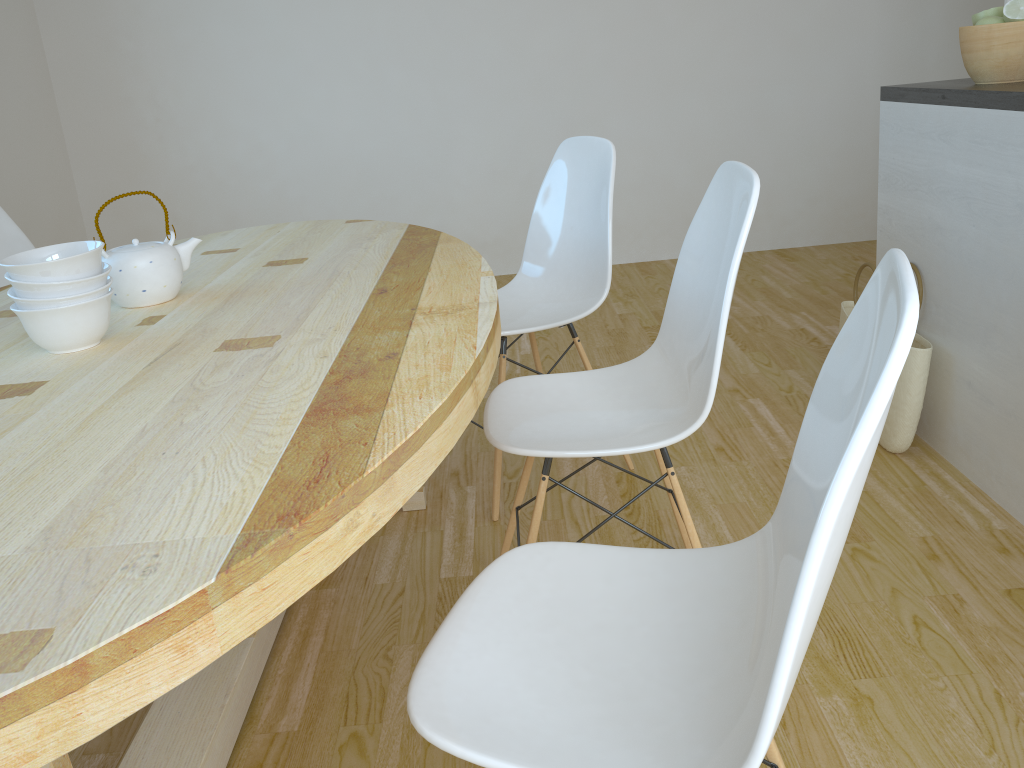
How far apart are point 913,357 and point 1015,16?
0.82m

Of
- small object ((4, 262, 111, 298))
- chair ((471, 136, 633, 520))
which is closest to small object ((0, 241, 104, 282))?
small object ((4, 262, 111, 298))

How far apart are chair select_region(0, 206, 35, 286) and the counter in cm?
247

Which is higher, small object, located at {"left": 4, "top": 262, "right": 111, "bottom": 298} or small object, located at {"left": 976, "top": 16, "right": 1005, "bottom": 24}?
small object, located at {"left": 976, "top": 16, "right": 1005, "bottom": 24}

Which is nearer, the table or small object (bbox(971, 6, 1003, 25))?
the table

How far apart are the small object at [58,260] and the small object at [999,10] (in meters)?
2.07

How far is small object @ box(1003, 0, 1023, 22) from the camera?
2.05m

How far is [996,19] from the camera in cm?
210

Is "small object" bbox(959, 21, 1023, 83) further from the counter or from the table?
the table

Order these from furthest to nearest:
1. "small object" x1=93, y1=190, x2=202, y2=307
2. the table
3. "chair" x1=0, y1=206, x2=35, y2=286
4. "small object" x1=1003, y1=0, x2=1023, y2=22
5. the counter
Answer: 1. "chair" x1=0, y1=206, x2=35, y2=286
2. "small object" x1=1003, y1=0, x2=1023, y2=22
3. the counter
4. "small object" x1=93, y1=190, x2=202, y2=307
5. the table
